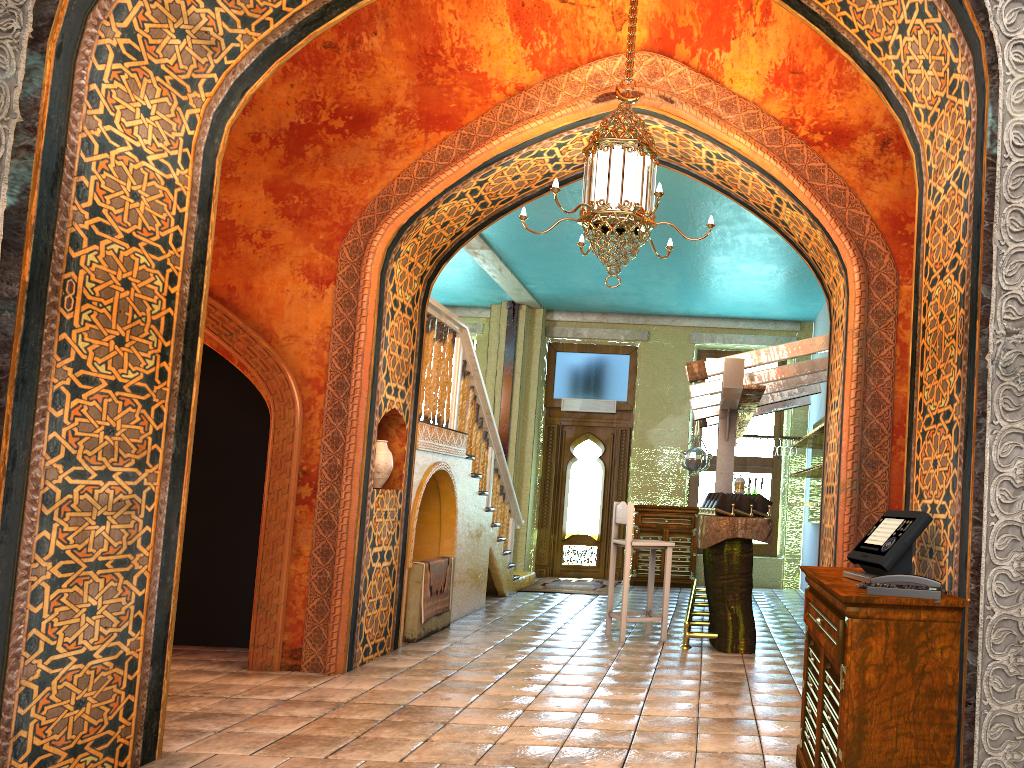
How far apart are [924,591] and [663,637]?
5.4 meters

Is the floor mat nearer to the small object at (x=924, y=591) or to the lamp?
the lamp

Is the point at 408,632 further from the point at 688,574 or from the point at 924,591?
the point at 688,574

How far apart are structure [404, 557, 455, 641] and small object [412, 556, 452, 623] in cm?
7

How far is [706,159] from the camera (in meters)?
7.05

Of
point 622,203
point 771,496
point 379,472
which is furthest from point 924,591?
point 771,496

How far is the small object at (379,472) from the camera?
7.18m

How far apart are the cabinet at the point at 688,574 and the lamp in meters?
7.8

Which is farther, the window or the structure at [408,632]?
the window

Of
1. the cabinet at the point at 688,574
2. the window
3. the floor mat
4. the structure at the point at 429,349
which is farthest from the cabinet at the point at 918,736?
the window
